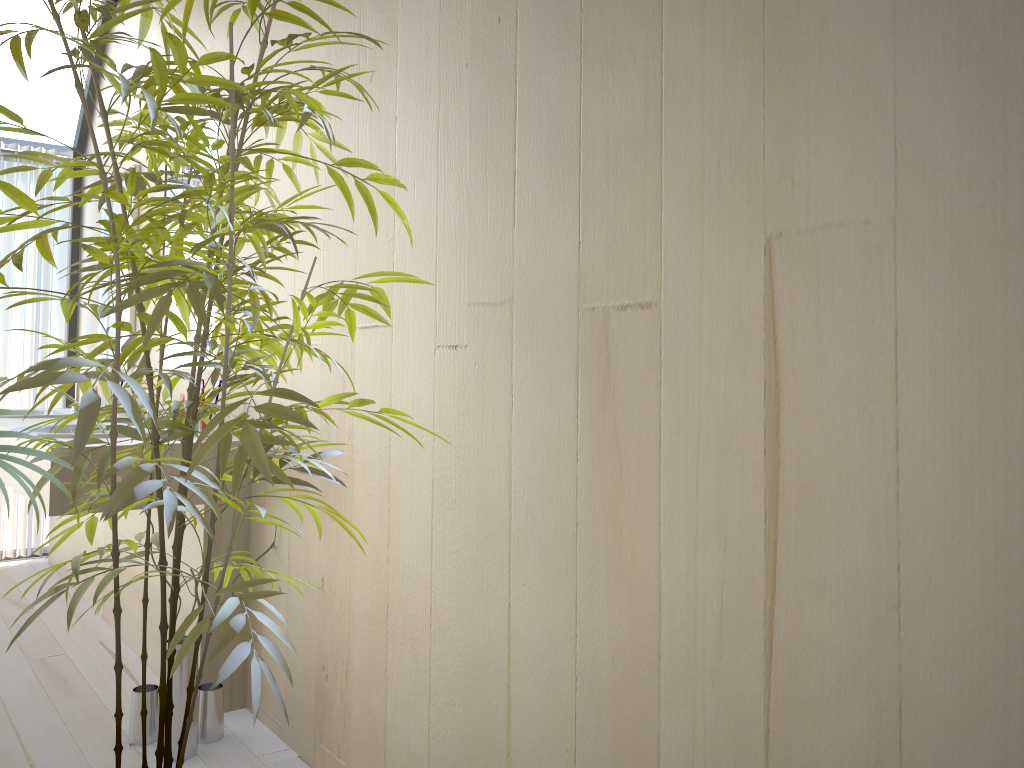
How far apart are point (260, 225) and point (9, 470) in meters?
0.5

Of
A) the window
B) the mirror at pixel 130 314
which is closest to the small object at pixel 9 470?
the mirror at pixel 130 314

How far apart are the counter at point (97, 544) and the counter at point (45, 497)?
0.1m

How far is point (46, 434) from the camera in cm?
263

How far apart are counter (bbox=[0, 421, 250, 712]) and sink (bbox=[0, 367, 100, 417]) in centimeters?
58cm

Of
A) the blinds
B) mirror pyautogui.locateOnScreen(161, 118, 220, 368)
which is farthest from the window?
mirror pyautogui.locateOnScreen(161, 118, 220, 368)

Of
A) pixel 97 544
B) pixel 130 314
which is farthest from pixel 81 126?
pixel 97 544

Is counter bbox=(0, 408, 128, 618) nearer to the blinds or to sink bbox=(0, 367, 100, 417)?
the blinds

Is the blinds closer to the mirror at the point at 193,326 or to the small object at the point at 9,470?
the mirror at the point at 193,326

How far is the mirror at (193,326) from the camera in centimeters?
311cm
